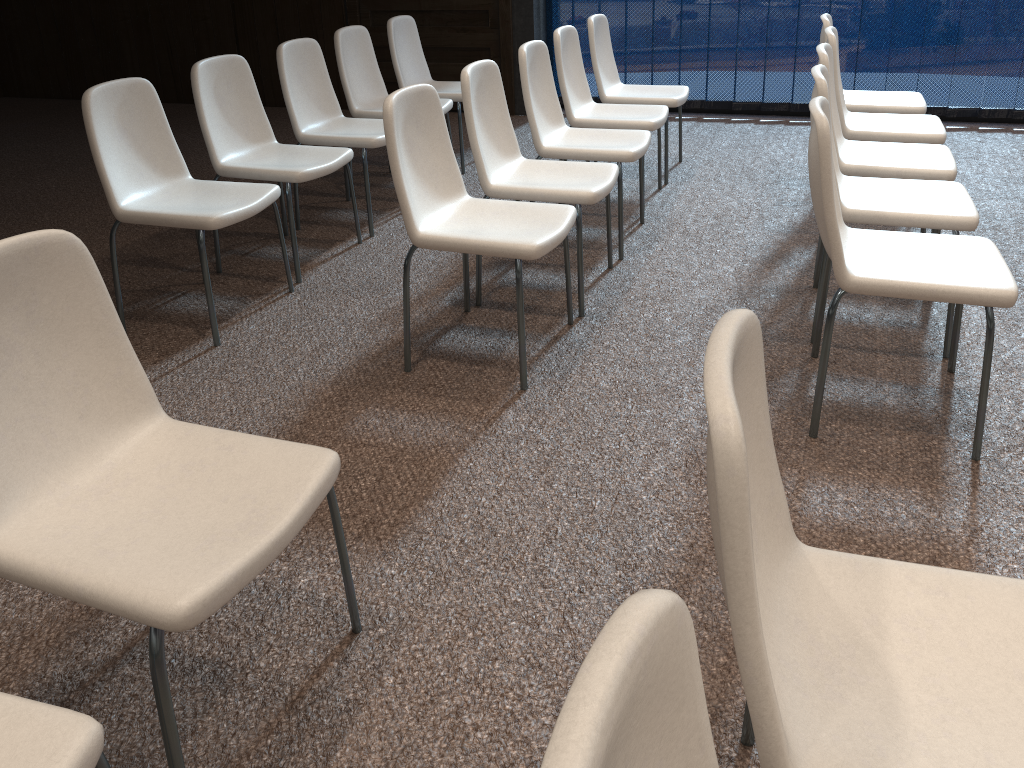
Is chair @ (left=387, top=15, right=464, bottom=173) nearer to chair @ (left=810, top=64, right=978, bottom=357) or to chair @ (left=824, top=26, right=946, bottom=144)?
chair @ (left=824, top=26, right=946, bottom=144)

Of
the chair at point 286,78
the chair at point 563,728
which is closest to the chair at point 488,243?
the chair at point 286,78

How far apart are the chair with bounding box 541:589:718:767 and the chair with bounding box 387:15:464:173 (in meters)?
4.62

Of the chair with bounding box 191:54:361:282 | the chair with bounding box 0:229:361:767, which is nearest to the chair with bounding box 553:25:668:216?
the chair with bounding box 191:54:361:282

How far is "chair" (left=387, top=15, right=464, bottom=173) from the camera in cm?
501

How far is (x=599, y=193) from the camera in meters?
3.1

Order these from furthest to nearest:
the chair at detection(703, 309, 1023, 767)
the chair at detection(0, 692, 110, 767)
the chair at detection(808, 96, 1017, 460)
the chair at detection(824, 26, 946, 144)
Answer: the chair at detection(824, 26, 946, 144) → the chair at detection(808, 96, 1017, 460) → the chair at detection(0, 692, 110, 767) → the chair at detection(703, 309, 1023, 767)

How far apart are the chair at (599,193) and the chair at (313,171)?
0.7 meters

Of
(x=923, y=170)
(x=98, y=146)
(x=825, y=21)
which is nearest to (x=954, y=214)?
(x=923, y=170)

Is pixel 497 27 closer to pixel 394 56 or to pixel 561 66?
pixel 394 56
